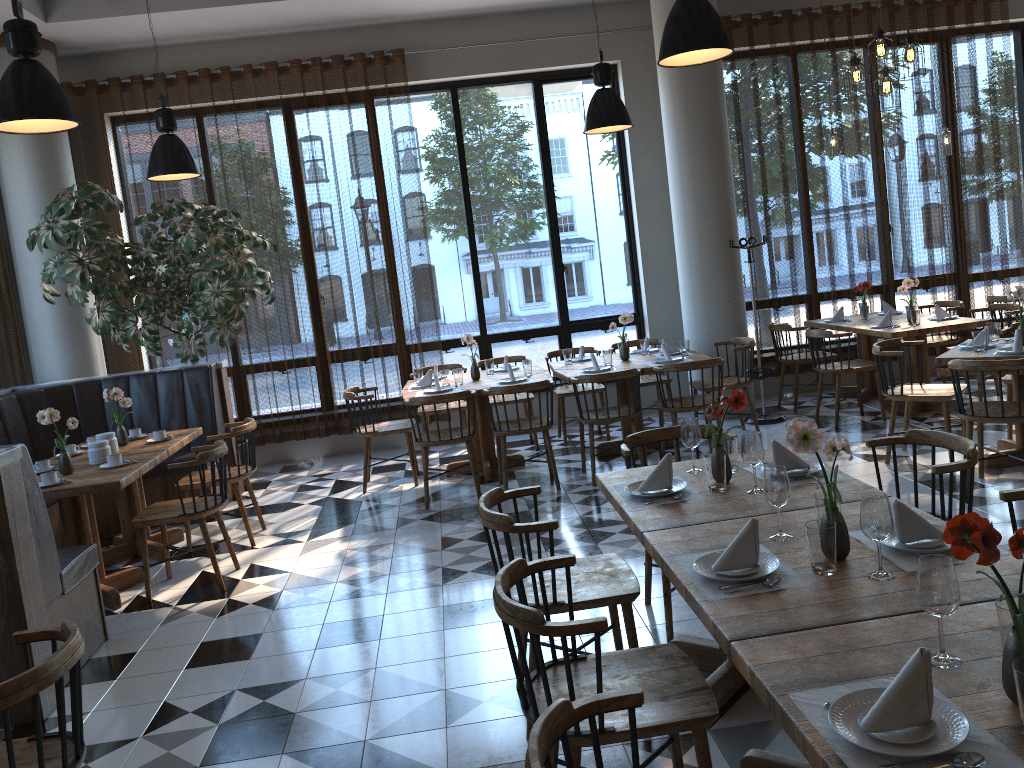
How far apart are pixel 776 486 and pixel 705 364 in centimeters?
386cm

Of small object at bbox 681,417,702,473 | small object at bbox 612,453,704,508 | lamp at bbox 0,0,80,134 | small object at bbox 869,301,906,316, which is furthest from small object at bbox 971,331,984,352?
lamp at bbox 0,0,80,134

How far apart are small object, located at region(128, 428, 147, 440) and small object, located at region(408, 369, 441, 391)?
2.07m

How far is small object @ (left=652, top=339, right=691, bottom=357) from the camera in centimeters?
738cm

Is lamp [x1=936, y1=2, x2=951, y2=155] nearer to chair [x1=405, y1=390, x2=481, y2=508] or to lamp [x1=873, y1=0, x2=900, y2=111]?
lamp [x1=873, y1=0, x2=900, y2=111]

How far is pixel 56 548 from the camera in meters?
4.1

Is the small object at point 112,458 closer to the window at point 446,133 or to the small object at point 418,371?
the small object at point 418,371

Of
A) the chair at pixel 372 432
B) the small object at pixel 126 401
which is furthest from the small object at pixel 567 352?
the small object at pixel 126 401

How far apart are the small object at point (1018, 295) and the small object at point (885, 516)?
4.0m

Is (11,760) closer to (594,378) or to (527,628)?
(527,628)
